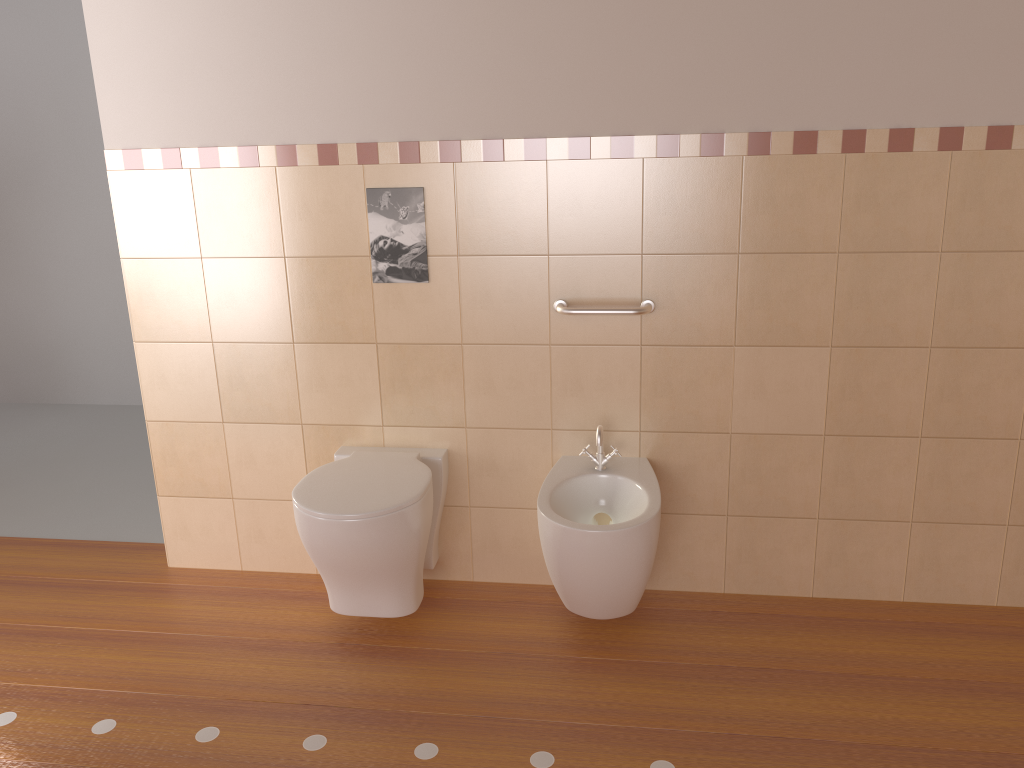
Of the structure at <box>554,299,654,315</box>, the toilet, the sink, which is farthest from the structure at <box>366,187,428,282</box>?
the sink

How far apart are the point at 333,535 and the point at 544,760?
0.8 meters

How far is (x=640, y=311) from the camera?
2.5 meters

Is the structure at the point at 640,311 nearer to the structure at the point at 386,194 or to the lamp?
the structure at the point at 386,194

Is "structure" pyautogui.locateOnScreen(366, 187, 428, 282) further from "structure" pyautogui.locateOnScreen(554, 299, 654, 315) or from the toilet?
the toilet

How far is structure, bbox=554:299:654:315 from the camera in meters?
2.5

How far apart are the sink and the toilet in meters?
0.3 m

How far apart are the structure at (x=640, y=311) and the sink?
0.3 meters

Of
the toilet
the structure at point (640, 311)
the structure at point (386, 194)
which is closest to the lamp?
the toilet

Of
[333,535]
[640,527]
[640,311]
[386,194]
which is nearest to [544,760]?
[640,527]
